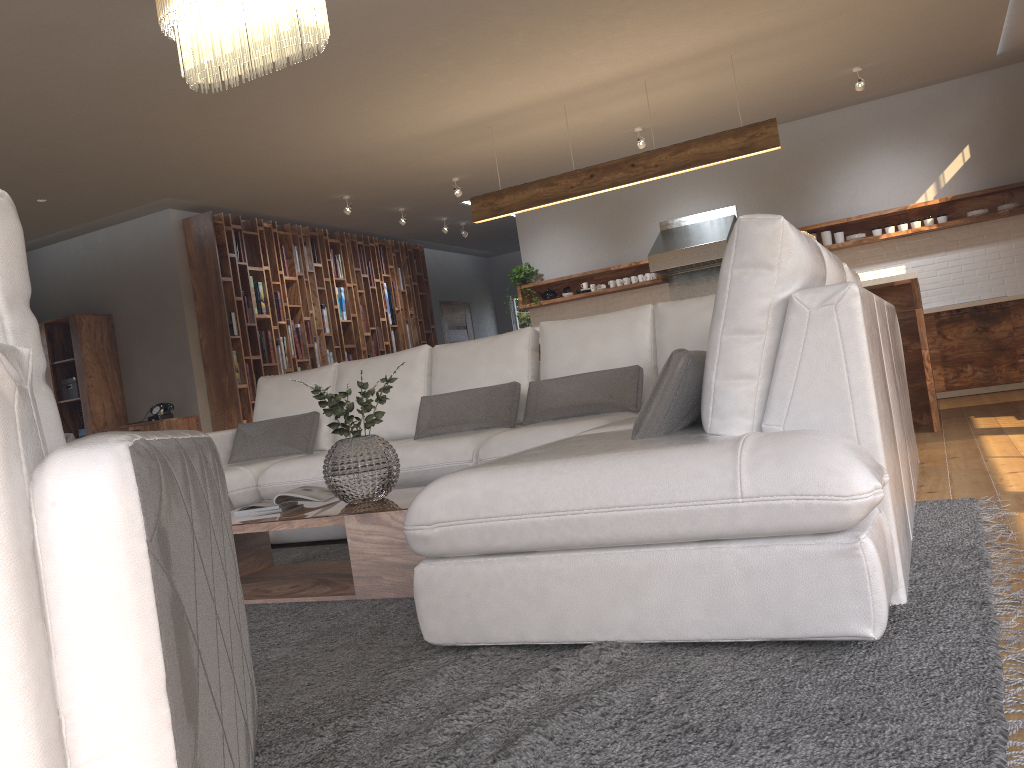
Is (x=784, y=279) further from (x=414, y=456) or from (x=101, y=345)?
(x=101, y=345)

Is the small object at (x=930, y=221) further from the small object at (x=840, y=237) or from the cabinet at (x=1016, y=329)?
the cabinet at (x=1016, y=329)

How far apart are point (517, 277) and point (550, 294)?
0.4 meters

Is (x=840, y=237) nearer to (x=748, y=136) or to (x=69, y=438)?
(x=748, y=136)

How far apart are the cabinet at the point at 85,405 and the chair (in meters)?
7.42

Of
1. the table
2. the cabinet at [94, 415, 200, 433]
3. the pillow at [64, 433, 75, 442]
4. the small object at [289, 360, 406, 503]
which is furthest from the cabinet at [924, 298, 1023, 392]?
the pillow at [64, 433, 75, 442]

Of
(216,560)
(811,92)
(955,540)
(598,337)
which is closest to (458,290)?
(811,92)

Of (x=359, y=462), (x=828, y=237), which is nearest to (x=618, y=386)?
(x=359, y=462)

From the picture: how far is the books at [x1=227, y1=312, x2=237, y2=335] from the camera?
8.4m

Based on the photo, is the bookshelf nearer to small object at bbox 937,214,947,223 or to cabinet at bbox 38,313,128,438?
cabinet at bbox 38,313,128,438
